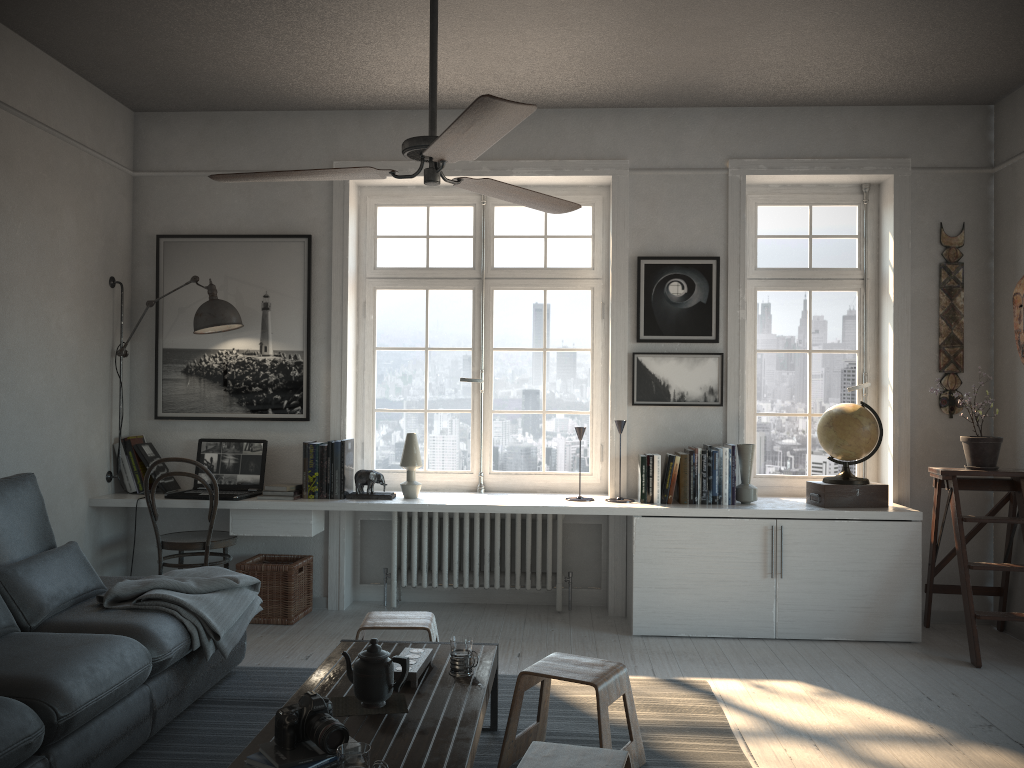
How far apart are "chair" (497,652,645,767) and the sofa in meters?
1.2

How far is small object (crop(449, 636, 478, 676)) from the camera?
2.9m

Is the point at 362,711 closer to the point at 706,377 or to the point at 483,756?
the point at 483,756

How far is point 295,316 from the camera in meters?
5.2 m

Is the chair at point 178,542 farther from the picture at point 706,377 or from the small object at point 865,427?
the small object at point 865,427

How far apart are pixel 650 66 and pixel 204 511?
3.5 meters

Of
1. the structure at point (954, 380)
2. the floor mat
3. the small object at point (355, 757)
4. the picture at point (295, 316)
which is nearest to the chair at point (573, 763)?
the small object at point (355, 757)

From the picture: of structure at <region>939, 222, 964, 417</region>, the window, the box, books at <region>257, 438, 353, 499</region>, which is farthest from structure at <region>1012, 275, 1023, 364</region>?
books at <region>257, 438, 353, 499</region>

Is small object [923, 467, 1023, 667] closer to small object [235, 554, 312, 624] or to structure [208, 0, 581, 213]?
structure [208, 0, 581, 213]

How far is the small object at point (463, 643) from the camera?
2.89m
